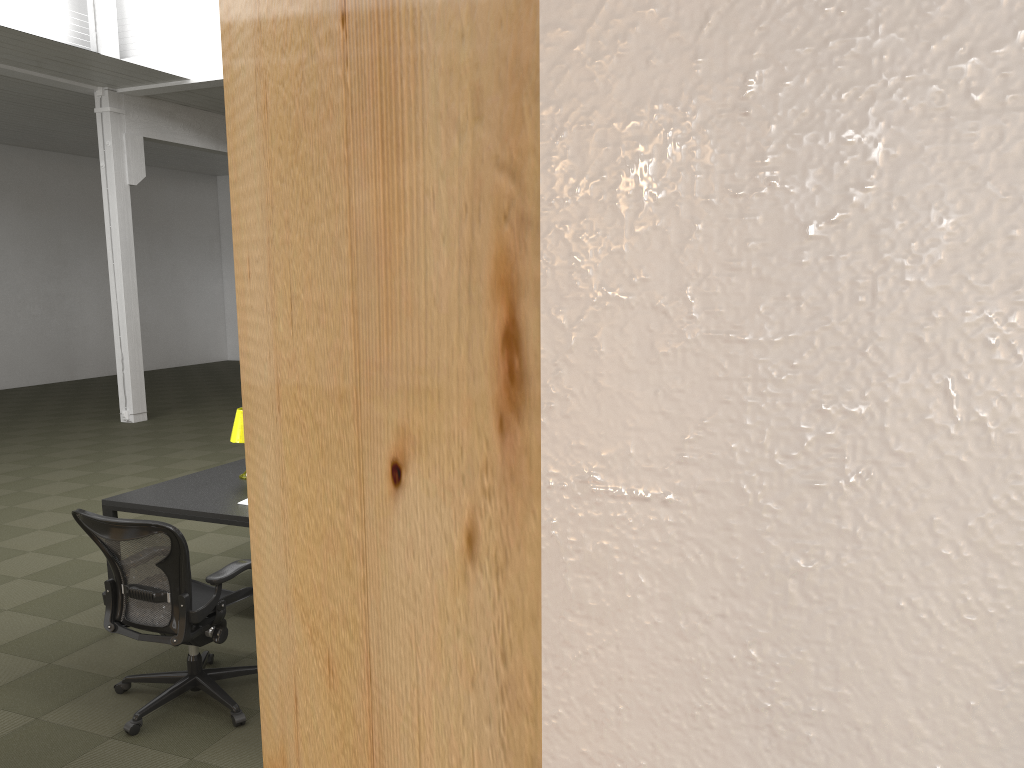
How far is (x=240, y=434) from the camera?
5.3m

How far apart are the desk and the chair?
0.35m

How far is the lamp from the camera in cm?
531

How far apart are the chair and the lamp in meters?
1.1

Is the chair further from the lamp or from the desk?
the lamp

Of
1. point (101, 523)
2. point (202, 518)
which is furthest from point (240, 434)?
point (101, 523)

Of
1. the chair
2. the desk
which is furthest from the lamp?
the chair

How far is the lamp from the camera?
5.3m

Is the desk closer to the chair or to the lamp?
the lamp

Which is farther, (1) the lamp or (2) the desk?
(1) the lamp
